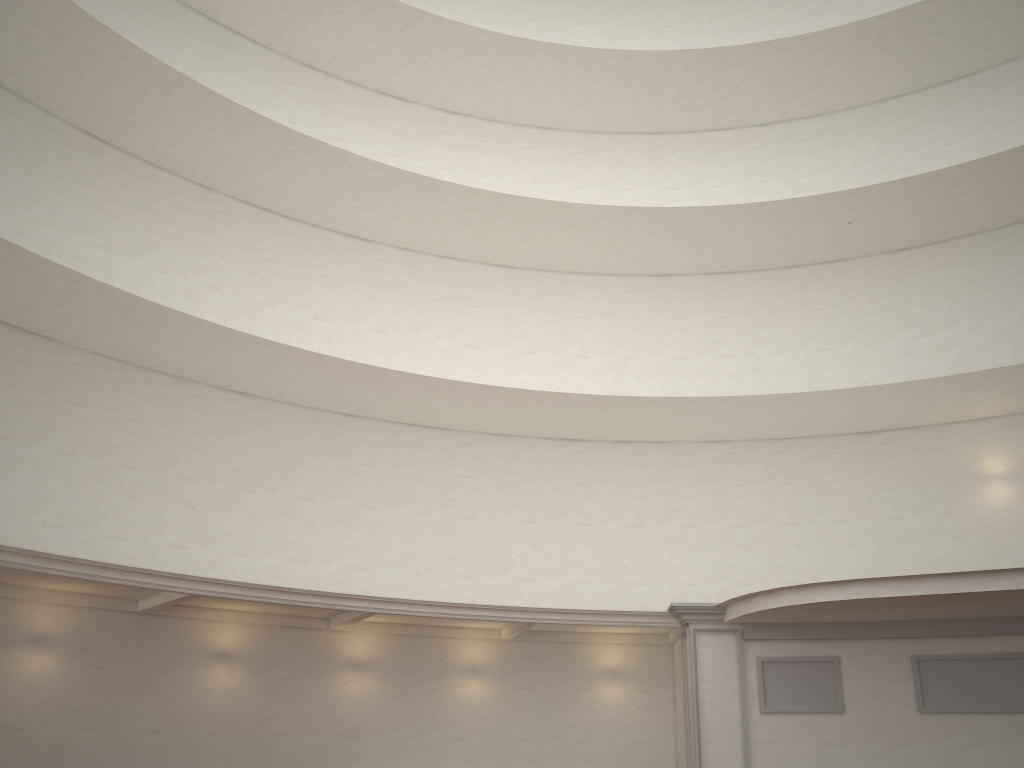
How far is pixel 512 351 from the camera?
20.3 meters
